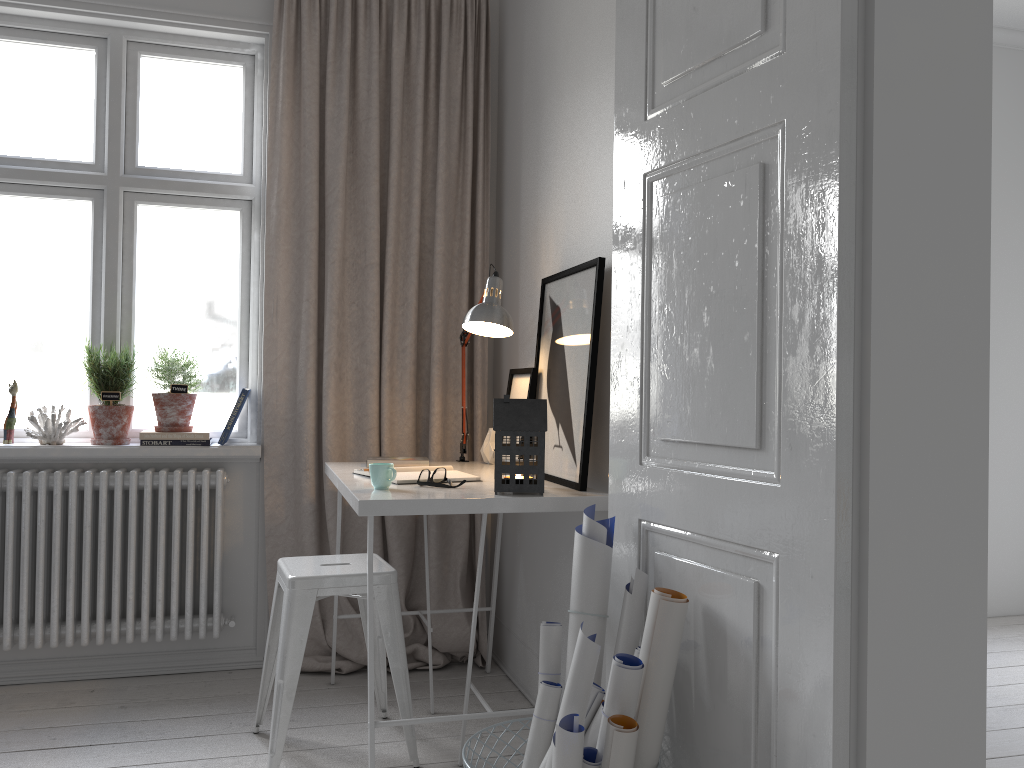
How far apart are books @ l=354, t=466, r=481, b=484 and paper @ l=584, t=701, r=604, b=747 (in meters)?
0.94

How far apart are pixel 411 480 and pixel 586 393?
0.5m

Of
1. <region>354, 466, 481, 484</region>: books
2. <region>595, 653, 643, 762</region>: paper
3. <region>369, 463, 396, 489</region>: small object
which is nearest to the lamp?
<region>354, 466, 481, 484</region>: books

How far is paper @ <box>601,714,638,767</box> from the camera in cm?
151

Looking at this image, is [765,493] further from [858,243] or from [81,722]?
[81,722]

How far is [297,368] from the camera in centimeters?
324cm

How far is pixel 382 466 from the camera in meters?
2.3 m

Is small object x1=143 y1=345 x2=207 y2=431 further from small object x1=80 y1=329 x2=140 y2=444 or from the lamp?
the lamp

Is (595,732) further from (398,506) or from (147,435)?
(147,435)

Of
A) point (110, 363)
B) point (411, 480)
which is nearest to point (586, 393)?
point (411, 480)
